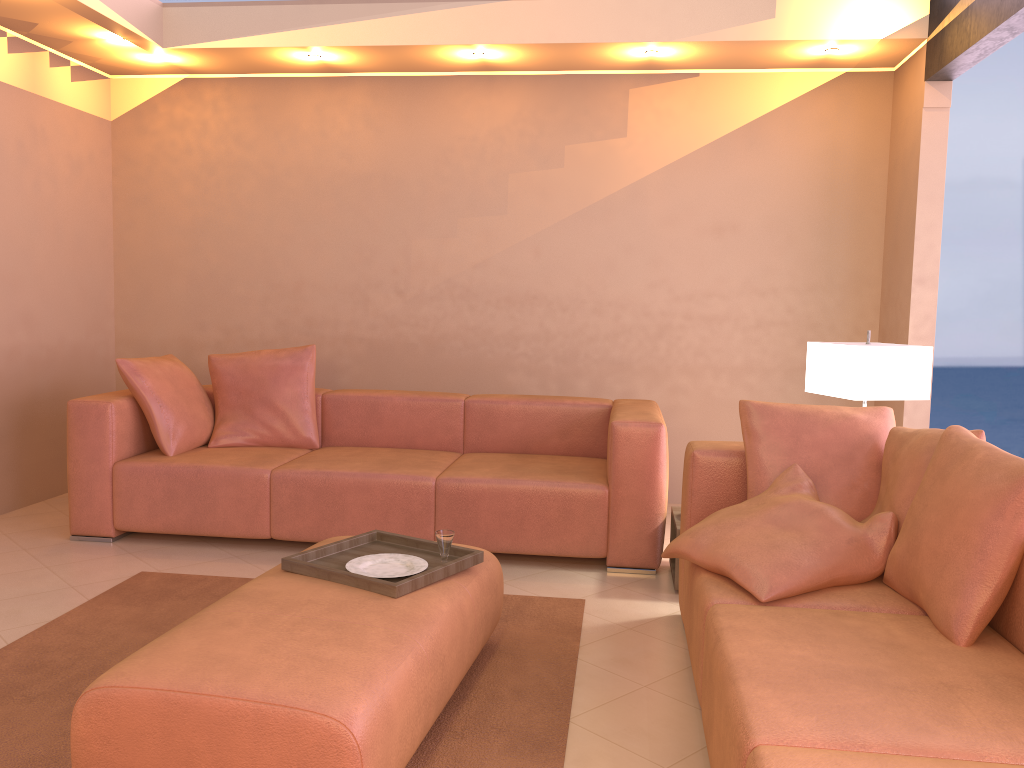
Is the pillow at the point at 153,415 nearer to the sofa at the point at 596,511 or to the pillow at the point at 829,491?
the sofa at the point at 596,511

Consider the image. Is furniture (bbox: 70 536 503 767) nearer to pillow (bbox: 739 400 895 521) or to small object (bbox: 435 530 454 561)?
small object (bbox: 435 530 454 561)

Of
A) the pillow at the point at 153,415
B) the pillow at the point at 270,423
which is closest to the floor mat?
the pillow at the point at 153,415

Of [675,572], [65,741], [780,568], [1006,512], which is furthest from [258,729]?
[675,572]

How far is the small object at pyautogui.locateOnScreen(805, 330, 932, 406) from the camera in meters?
3.4 m

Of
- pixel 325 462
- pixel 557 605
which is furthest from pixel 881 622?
pixel 325 462

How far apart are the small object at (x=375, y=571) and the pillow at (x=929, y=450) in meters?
1.4

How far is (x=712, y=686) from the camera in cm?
204

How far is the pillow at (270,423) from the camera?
4.48m

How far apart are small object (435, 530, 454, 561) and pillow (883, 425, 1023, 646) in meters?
1.2 m
